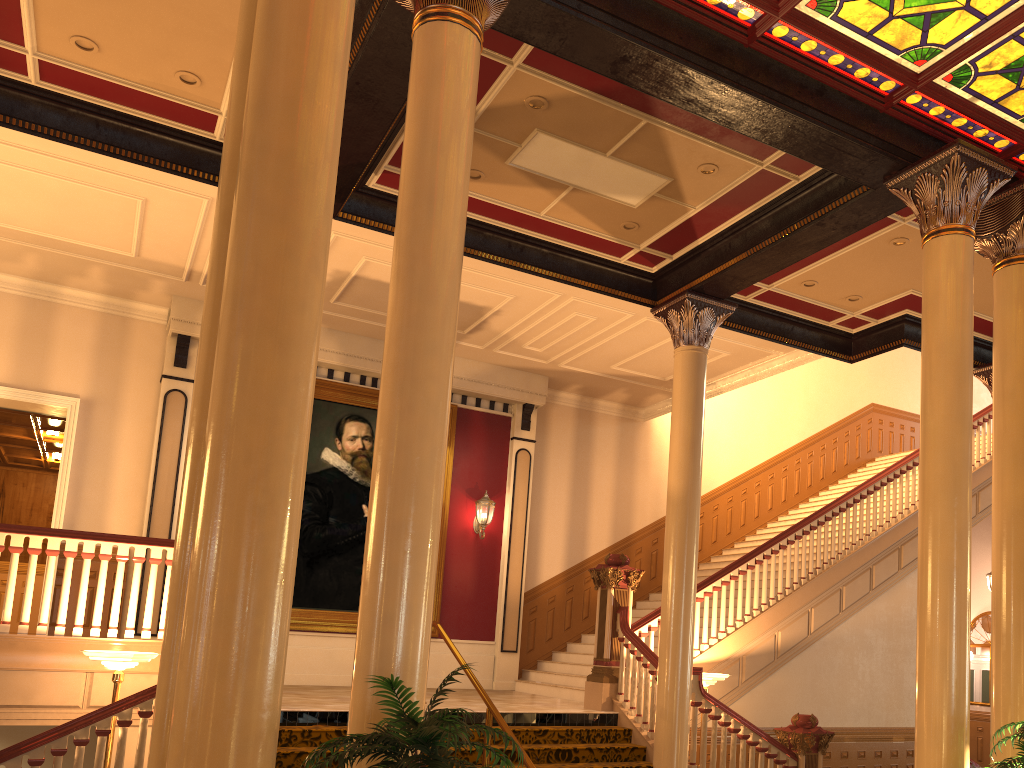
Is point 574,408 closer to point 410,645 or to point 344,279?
point 344,279

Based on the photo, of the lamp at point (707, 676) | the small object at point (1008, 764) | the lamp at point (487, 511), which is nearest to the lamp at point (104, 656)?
the lamp at point (707, 676)

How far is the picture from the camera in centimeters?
1172cm

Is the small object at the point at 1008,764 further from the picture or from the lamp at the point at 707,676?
the picture

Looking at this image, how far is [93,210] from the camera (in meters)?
9.36

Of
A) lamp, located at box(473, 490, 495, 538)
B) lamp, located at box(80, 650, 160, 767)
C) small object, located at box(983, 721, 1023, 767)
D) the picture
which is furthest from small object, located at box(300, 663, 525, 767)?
lamp, located at box(473, 490, 495, 538)

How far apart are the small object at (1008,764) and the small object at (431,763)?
3.3 meters

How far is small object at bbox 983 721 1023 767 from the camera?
5.0 meters

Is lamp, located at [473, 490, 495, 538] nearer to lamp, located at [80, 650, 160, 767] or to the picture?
the picture

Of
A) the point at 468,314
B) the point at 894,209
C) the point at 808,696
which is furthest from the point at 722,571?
the point at 894,209
